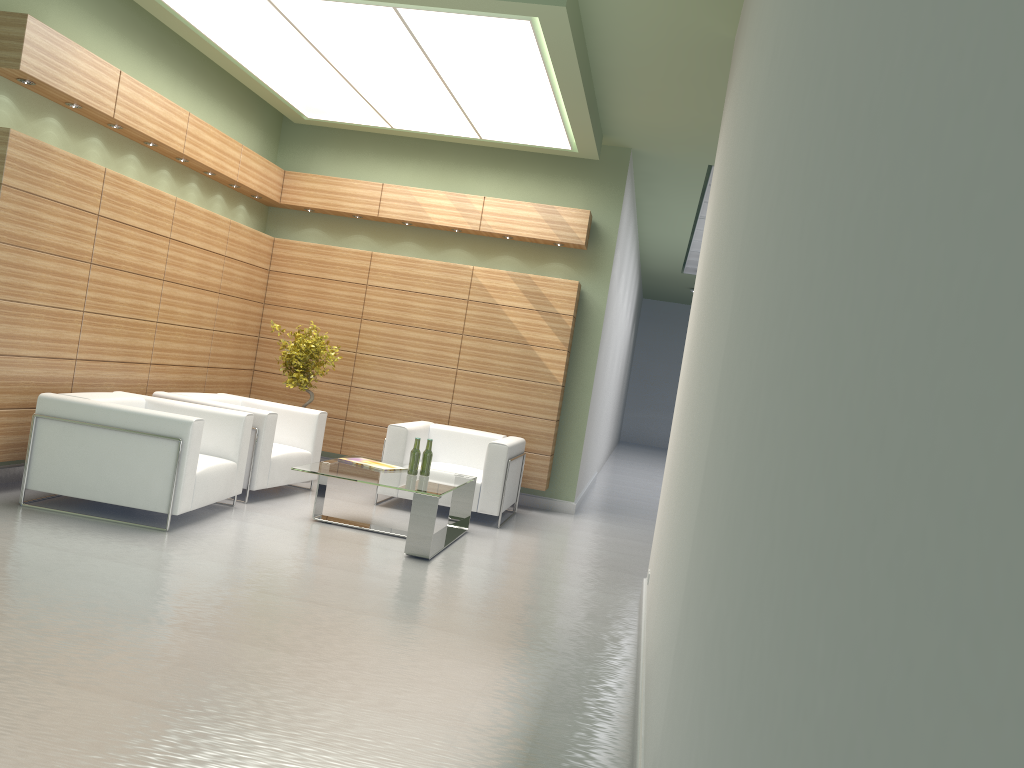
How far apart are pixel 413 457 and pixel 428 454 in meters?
0.2 m

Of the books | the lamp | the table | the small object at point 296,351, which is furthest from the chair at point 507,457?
the lamp

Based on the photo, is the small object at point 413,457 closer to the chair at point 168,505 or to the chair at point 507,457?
the chair at point 507,457

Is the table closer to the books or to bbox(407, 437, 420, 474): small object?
bbox(407, 437, 420, 474): small object

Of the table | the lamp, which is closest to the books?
the table

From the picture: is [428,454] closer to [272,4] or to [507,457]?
[507,457]

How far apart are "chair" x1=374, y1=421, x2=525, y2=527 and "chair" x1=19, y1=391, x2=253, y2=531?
2.4 meters

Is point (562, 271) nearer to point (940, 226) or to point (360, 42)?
Result: point (360, 42)

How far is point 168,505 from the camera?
9.4 meters

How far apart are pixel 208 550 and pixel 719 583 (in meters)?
7.32
